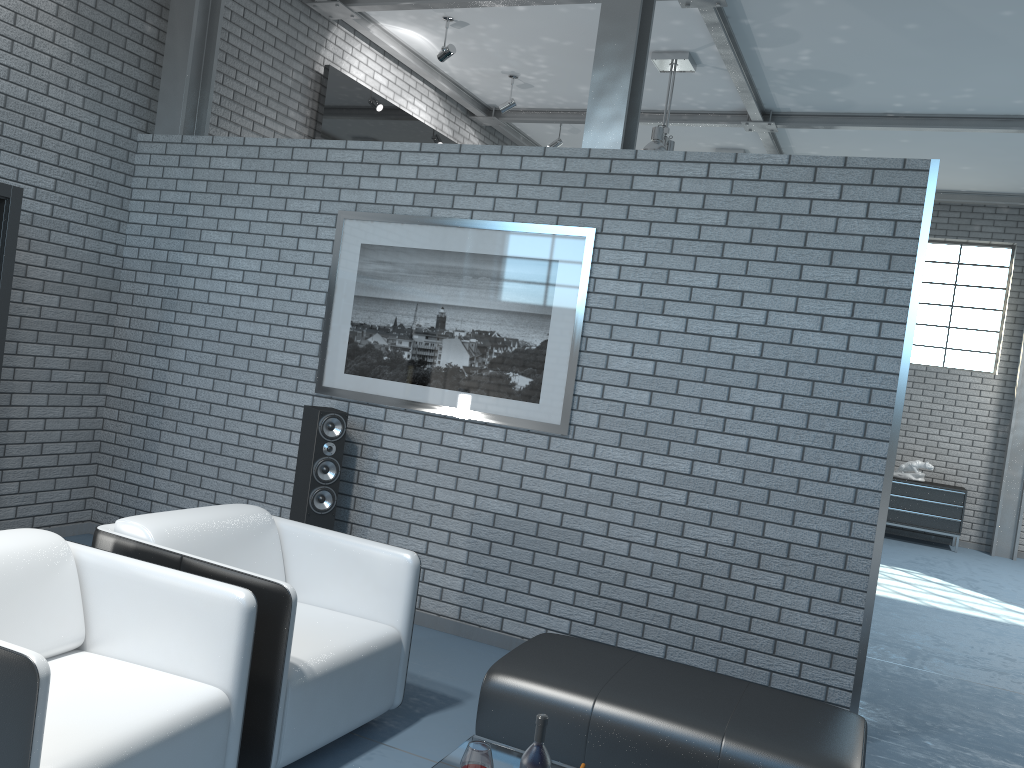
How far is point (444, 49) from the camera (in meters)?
6.91

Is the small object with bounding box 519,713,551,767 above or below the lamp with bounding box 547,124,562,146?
below

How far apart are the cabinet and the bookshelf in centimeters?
892cm

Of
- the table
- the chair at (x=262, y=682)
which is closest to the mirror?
the chair at (x=262, y=682)

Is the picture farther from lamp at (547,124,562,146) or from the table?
lamp at (547,124,562,146)

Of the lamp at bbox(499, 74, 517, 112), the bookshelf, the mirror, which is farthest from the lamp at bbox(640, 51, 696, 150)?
the bookshelf

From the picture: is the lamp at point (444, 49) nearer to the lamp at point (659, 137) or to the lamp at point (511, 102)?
the lamp at point (511, 102)

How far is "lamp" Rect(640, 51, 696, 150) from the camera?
6.9m

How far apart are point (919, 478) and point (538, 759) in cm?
913

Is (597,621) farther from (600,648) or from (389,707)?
(389,707)
